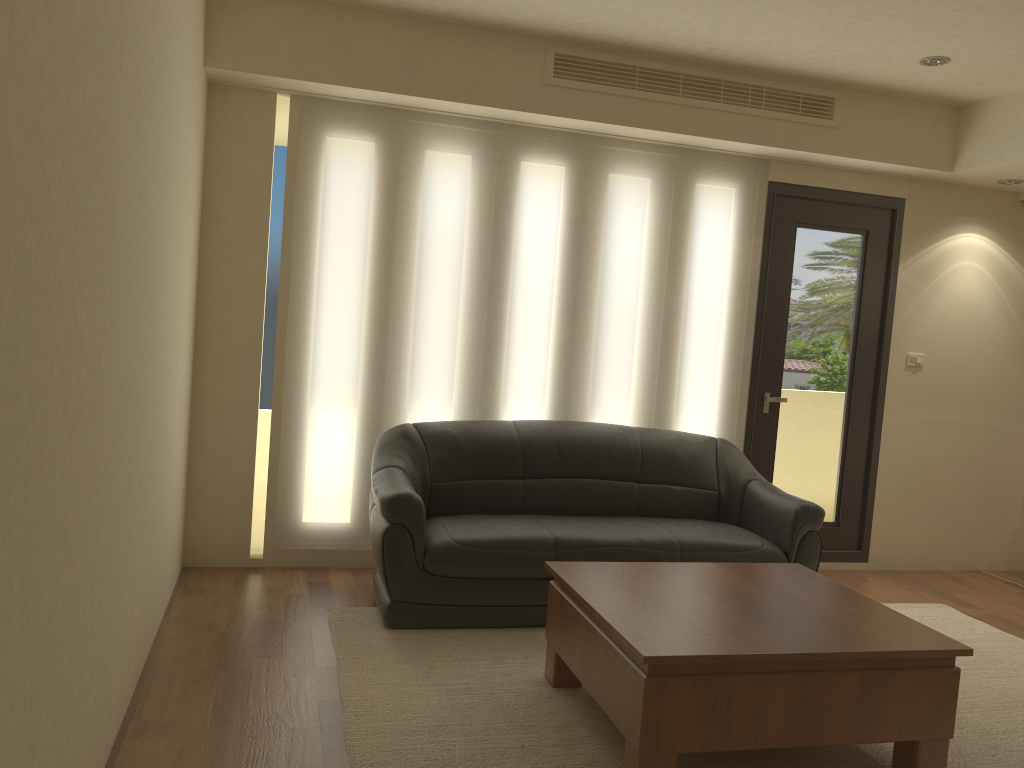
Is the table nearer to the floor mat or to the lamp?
the floor mat

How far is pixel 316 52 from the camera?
4.51m

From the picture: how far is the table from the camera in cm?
274

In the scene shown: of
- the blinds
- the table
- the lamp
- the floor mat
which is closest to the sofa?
the floor mat

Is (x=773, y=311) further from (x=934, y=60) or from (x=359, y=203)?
(x=359, y=203)

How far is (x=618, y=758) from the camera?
3.0 meters

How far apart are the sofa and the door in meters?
0.4 m

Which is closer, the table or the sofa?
the table

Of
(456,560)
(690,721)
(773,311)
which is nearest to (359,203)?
(456,560)

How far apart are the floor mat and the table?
0.0m
